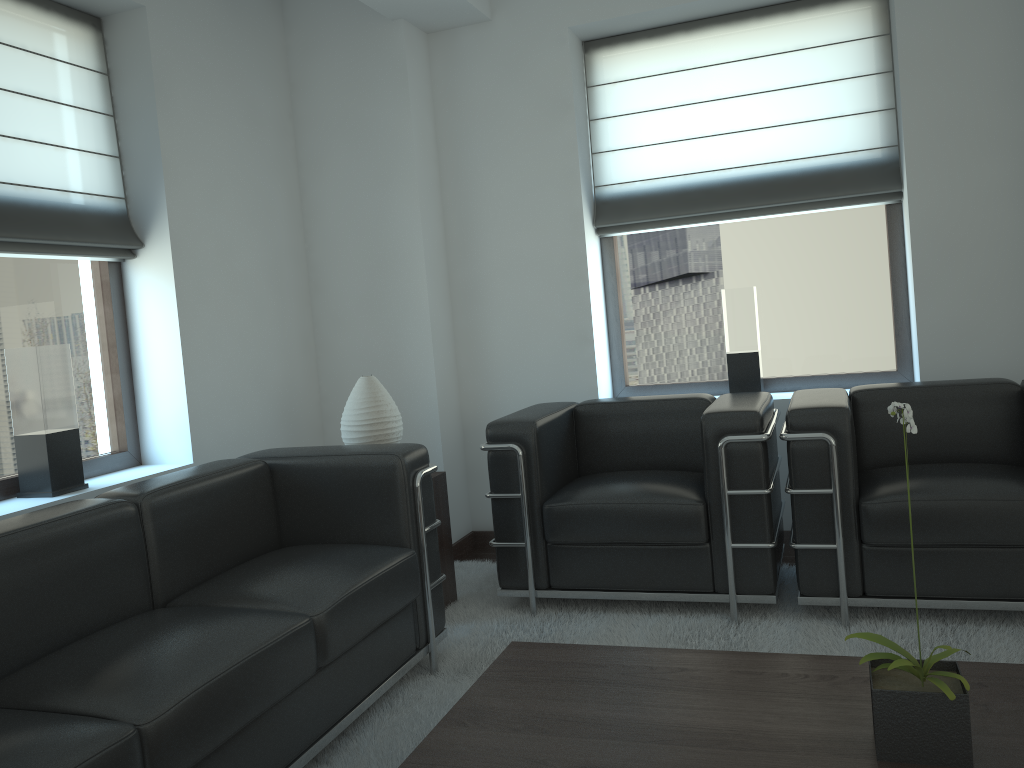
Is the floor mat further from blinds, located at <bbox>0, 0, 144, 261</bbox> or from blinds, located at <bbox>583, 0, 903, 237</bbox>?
blinds, located at <bbox>0, 0, 144, 261</bbox>

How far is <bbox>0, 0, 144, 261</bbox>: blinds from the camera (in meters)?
4.65

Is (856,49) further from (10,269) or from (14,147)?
(10,269)

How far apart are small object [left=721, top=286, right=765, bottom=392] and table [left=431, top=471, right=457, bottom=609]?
2.2 meters

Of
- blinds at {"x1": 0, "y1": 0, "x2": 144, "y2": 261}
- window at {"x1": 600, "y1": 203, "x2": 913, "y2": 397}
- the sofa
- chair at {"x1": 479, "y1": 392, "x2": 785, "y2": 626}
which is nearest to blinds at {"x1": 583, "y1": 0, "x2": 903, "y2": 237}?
window at {"x1": 600, "y1": 203, "x2": 913, "y2": 397}

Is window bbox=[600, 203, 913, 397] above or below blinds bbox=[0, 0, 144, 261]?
below

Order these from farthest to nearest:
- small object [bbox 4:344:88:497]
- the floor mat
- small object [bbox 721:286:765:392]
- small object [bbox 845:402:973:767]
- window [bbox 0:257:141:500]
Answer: small object [bbox 721:286:765:392] < window [bbox 0:257:141:500] < small object [bbox 4:344:88:497] < the floor mat < small object [bbox 845:402:973:767]

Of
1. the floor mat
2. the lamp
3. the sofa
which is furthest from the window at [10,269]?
the floor mat

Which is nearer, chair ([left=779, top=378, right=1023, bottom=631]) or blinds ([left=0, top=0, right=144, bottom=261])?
chair ([left=779, top=378, right=1023, bottom=631])

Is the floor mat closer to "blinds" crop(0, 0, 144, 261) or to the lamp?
the lamp
